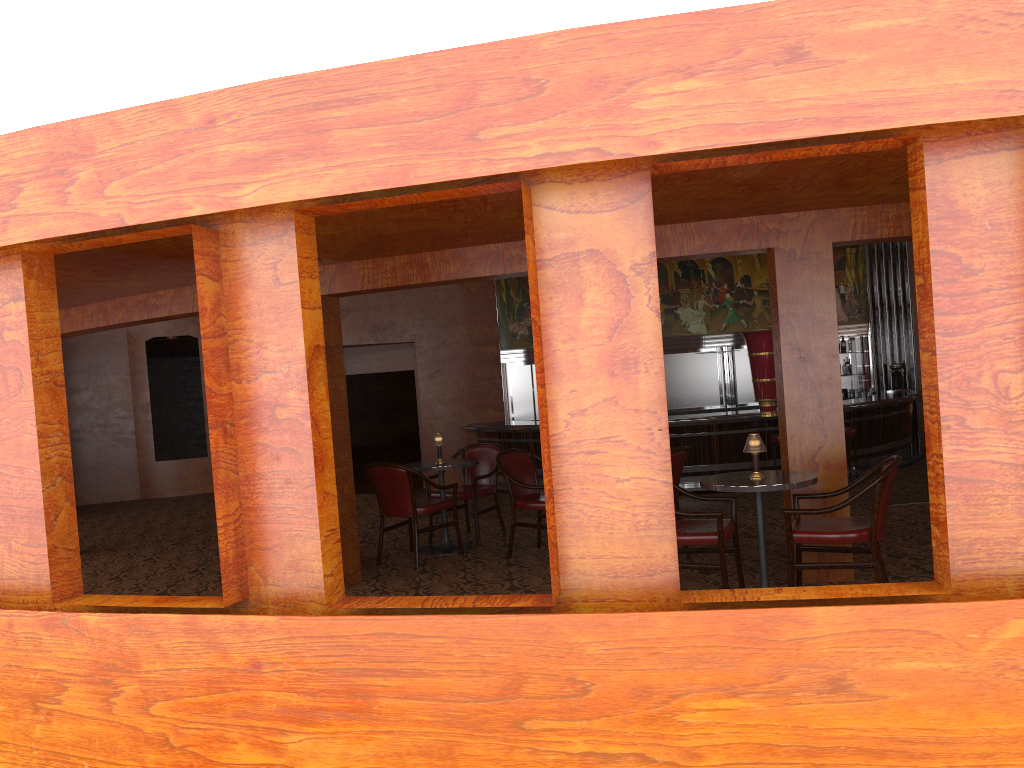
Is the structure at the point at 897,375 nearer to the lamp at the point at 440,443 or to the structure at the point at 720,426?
the structure at the point at 720,426

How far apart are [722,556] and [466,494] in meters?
3.0 m

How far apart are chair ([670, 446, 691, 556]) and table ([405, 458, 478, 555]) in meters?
1.8 m

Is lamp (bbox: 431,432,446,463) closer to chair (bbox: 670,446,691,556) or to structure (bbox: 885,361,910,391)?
chair (bbox: 670,446,691,556)

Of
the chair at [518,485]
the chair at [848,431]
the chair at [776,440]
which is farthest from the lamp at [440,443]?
the chair at [848,431]

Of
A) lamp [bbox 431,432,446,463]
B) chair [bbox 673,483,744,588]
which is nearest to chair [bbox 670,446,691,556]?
chair [bbox 673,483,744,588]

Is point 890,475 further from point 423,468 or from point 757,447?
point 423,468

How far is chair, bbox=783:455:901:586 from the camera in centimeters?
460cm

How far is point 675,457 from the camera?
6.1m

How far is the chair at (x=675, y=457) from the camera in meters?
6.1
